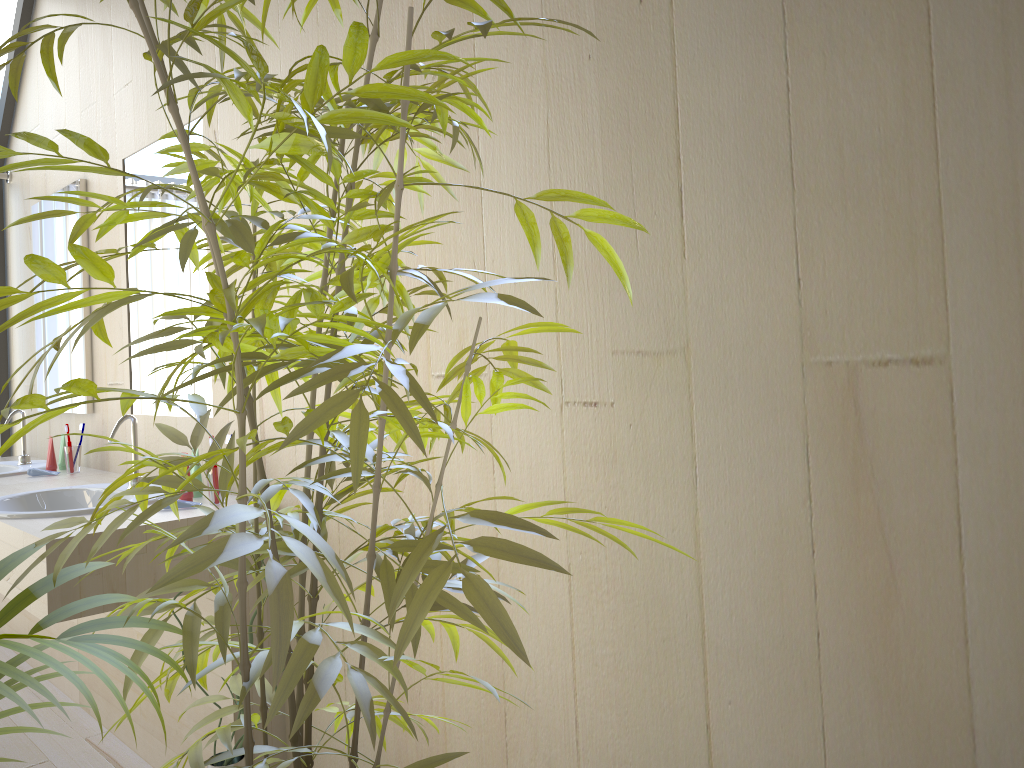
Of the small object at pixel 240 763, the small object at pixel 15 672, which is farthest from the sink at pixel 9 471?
the small object at pixel 15 672

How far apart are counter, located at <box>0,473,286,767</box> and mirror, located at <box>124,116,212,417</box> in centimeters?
24cm

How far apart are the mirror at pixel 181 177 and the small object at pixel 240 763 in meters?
1.0 m

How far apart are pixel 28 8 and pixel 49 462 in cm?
194

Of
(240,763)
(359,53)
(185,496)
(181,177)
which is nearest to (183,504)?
(185,496)

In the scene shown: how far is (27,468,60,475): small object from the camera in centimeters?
311cm

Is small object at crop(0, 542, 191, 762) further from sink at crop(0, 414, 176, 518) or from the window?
the window

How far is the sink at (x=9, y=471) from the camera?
3.22m

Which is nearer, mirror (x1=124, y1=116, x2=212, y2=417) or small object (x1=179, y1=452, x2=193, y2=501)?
small object (x1=179, y1=452, x2=193, y2=501)

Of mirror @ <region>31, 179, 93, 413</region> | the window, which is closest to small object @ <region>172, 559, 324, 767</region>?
mirror @ <region>31, 179, 93, 413</region>
